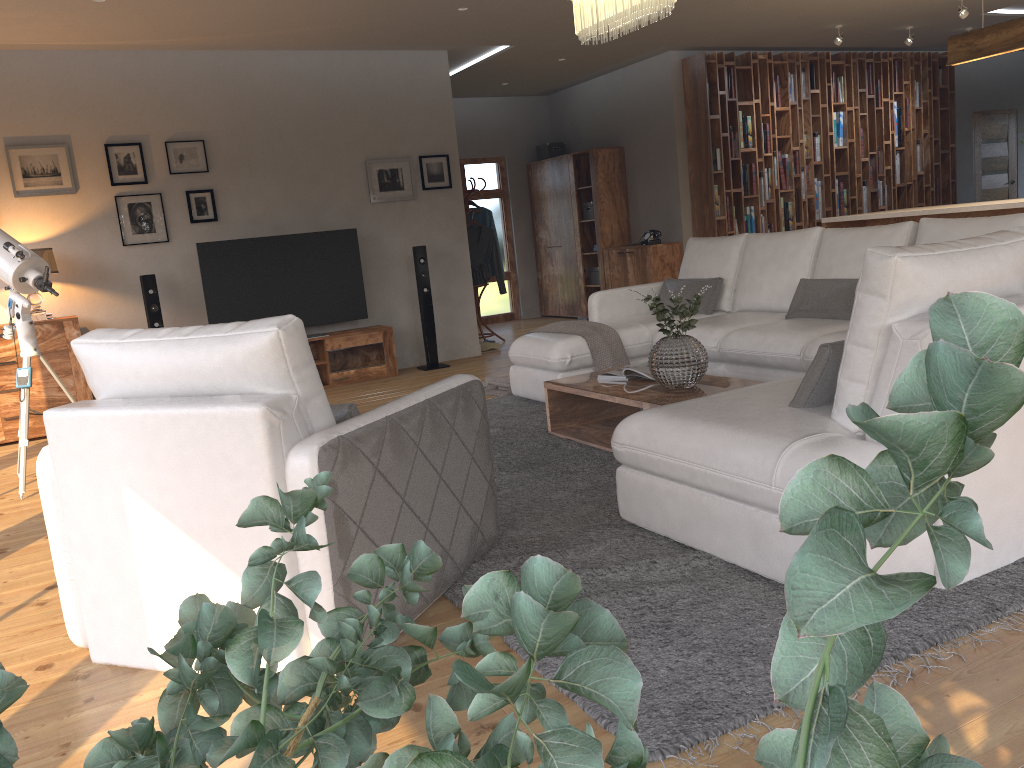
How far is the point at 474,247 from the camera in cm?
904

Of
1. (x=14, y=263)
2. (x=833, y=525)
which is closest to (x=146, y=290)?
(x=14, y=263)

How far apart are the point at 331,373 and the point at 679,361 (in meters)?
4.02

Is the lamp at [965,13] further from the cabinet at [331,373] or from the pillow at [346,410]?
the pillow at [346,410]

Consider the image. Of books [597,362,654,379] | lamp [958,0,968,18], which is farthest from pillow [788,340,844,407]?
lamp [958,0,968,18]

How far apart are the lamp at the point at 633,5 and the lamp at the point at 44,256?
4.2m

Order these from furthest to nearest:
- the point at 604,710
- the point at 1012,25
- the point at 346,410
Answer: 1. the point at 1012,25
2. the point at 346,410
3. the point at 604,710

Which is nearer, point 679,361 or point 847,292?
point 679,361

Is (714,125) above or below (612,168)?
above

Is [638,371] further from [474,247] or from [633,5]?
[474,247]
